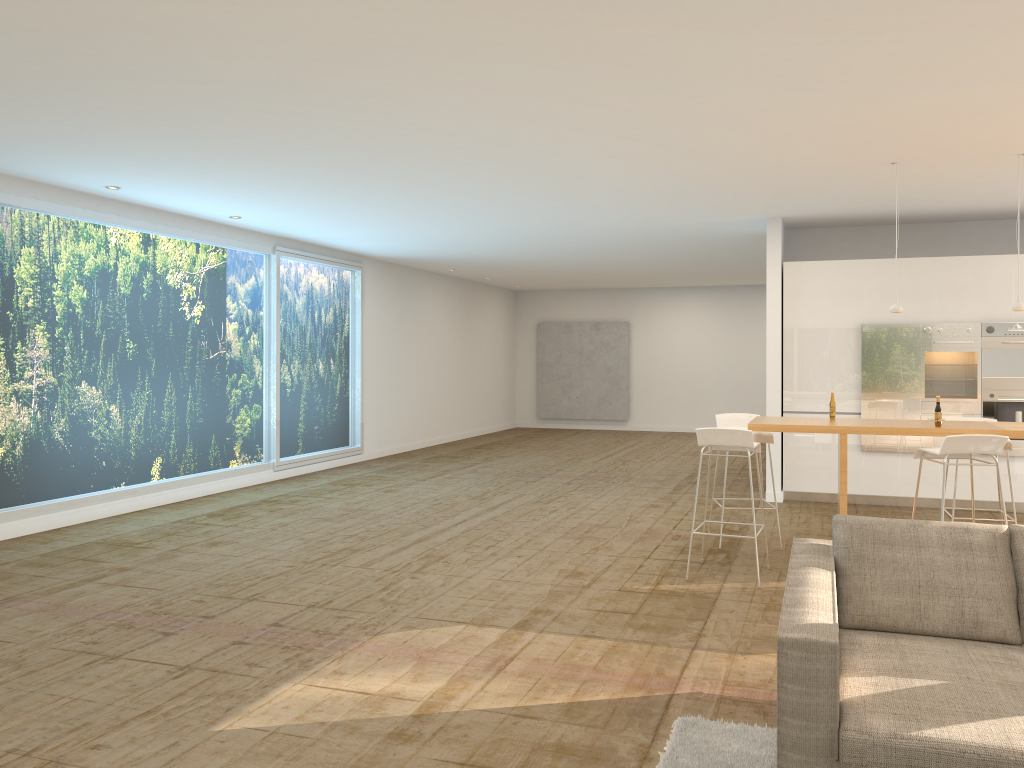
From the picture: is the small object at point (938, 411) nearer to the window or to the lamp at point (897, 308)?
the lamp at point (897, 308)

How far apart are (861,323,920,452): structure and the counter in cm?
282

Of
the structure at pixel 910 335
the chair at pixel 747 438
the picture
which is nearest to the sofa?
the chair at pixel 747 438

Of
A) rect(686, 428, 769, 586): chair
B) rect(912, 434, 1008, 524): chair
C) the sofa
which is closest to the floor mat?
the sofa

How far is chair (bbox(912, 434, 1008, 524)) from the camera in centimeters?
545cm

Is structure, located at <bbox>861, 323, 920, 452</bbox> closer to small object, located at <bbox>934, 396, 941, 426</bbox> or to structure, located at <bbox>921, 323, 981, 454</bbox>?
structure, located at <bbox>921, 323, 981, 454</bbox>

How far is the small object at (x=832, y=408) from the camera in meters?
6.7

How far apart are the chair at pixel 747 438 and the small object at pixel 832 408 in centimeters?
79cm

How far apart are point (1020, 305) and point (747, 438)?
2.36m

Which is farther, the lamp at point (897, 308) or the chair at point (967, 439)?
the lamp at point (897, 308)
